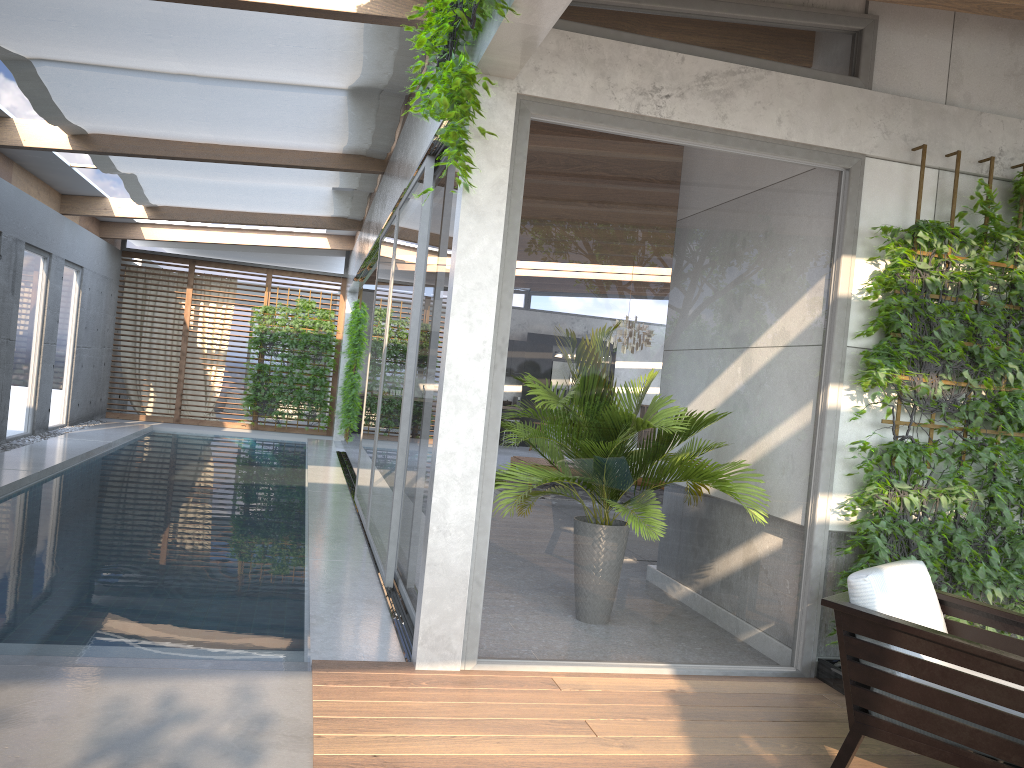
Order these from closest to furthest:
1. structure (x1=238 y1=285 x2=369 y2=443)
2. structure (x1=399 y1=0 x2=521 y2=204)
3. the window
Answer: structure (x1=399 y1=0 x2=521 y2=204), the window, structure (x1=238 y1=285 x2=369 y2=443)

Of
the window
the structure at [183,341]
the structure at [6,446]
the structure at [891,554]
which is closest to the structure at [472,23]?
the window

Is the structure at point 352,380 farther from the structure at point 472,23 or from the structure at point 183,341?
the structure at point 472,23

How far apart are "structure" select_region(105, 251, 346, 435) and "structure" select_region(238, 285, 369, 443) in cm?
19

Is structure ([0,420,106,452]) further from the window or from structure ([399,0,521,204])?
structure ([399,0,521,204])

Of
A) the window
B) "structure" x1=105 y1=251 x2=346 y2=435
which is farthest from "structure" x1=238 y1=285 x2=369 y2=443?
the window

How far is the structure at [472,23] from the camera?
3.5m

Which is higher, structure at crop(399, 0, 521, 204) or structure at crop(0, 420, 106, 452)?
structure at crop(399, 0, 521, 204)

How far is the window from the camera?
4.2 meters

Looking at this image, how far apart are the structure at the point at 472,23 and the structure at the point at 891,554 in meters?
2.0
